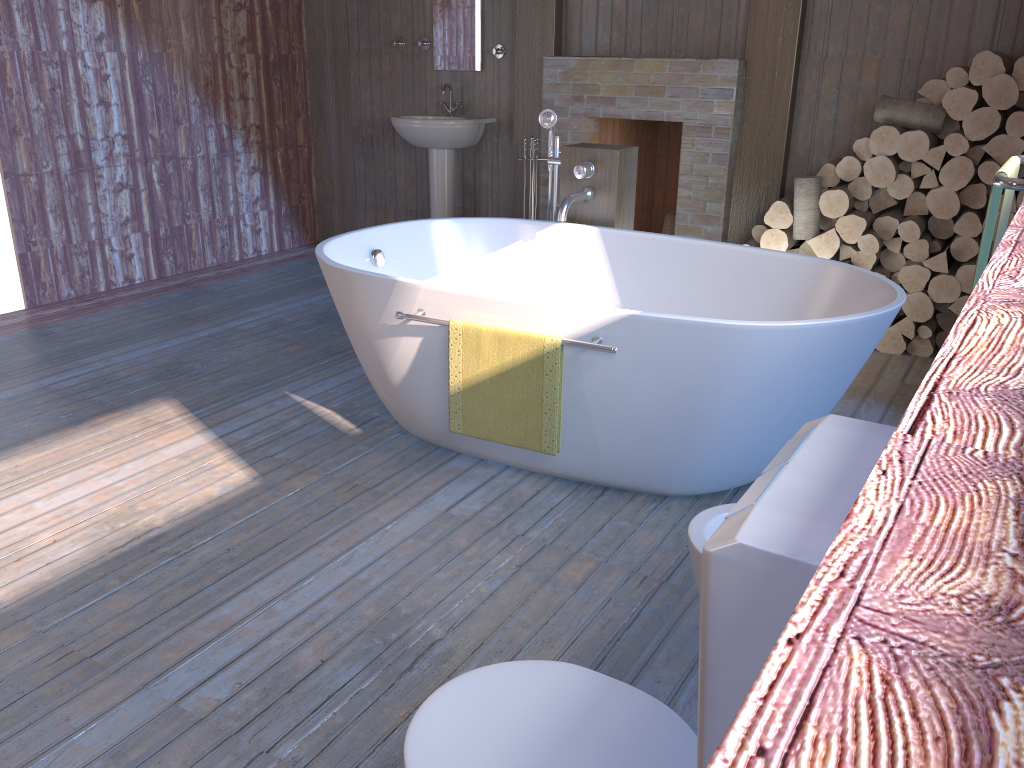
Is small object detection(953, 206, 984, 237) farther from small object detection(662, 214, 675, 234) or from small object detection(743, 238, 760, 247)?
small object detection(662, 214, 675, 234)

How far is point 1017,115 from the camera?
3.7m

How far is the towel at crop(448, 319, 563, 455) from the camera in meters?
2.5 m

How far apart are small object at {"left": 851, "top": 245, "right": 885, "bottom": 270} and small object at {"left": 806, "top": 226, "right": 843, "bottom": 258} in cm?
12

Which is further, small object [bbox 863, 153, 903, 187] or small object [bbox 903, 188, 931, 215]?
small object [bbox 903, 188, 931, 215]

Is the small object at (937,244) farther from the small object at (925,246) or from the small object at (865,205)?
the small object at (865,205)

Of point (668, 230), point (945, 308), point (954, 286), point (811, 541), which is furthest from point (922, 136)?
point (811, 541)

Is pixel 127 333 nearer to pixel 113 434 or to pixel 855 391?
pixel 113 434

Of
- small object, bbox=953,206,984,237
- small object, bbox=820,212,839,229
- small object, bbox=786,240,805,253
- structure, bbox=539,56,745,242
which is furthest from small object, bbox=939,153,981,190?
structure, bbox=539,56,745,242

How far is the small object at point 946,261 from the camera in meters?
4.0 m
